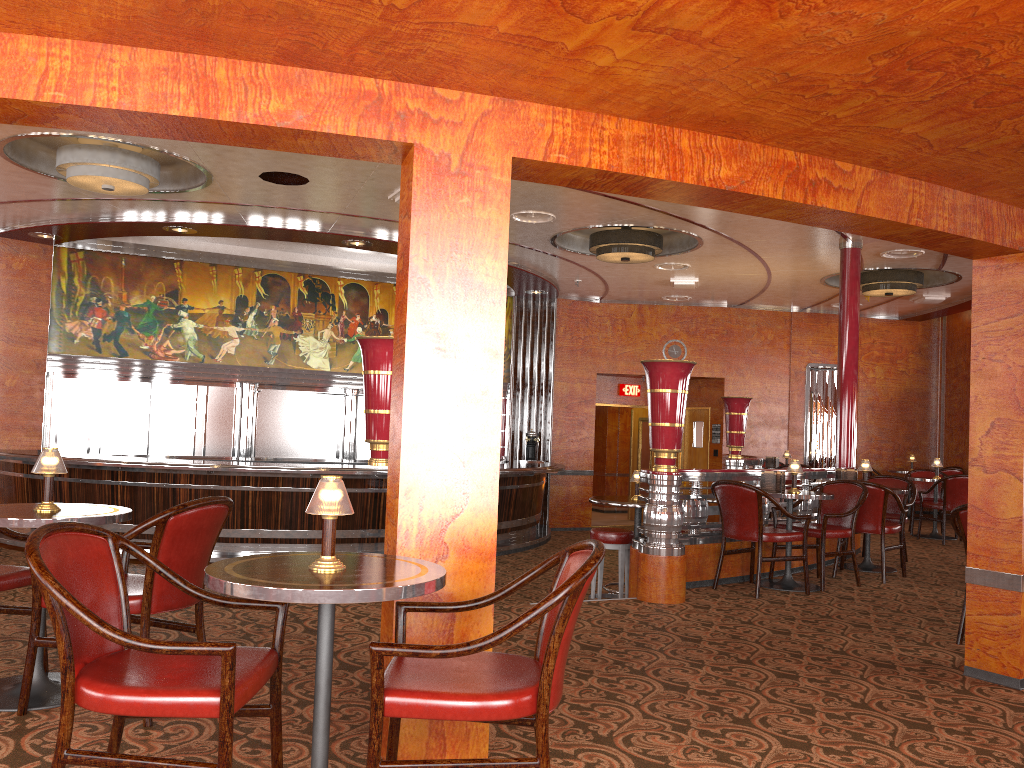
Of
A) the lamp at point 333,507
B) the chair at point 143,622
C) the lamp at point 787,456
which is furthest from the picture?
the lamp at point 333,507

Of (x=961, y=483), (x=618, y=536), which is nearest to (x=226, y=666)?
(x=618, y=536)

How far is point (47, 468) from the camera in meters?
3.5 m

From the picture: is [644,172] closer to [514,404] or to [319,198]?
[319,198]

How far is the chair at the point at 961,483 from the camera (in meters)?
10.03

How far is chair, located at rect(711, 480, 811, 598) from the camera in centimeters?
626cm

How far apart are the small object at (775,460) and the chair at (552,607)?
10.4m

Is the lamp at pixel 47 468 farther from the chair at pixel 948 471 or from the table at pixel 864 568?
the chair at pixel 948 471

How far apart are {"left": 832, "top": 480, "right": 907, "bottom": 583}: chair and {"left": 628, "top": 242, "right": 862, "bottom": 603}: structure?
0.28m

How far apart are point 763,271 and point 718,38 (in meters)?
8.91
